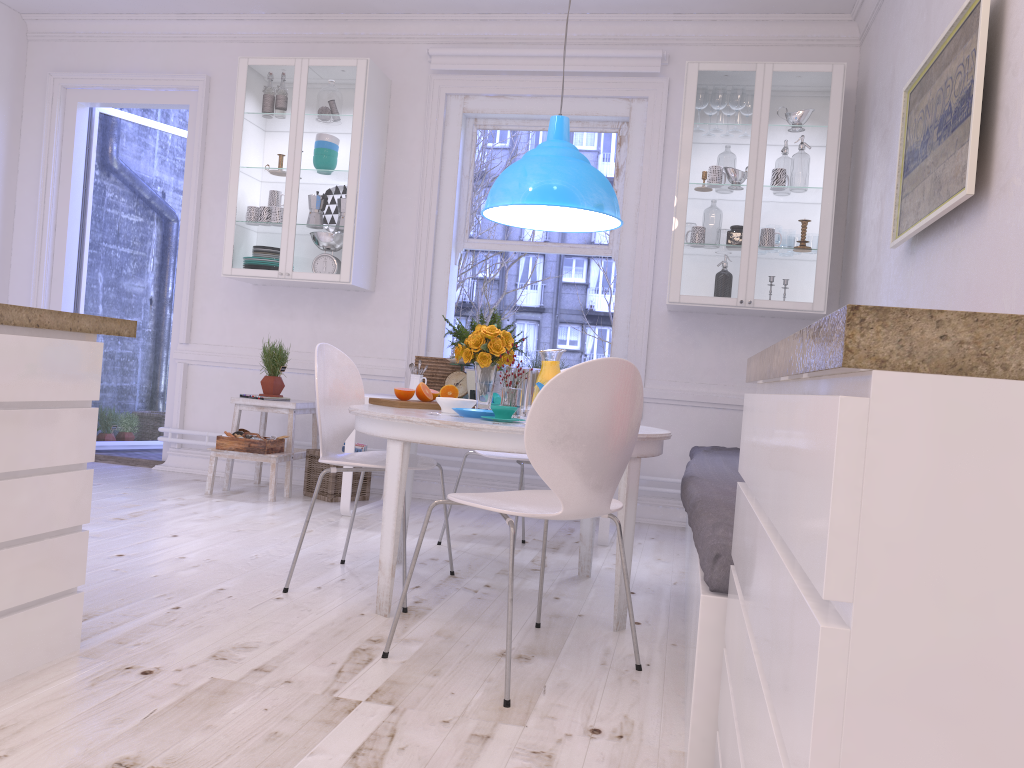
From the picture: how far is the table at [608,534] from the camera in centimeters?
424cm

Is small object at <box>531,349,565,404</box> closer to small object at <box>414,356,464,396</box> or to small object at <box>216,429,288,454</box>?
small object at <box>414,356,464,396</box>

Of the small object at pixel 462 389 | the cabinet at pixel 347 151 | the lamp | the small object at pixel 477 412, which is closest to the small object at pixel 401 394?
the small object at pixel 477 412

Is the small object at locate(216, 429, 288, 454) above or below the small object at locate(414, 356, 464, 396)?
below

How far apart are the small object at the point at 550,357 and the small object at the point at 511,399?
0.2m

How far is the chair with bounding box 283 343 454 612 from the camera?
3.1m

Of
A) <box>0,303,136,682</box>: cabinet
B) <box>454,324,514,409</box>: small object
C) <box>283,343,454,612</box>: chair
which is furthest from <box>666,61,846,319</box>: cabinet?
<box>0,303,136,682</box>: cabinet

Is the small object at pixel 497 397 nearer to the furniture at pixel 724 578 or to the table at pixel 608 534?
the table at pixel 608 534

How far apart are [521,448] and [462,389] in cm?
231

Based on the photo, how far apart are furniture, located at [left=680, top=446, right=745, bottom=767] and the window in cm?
83
